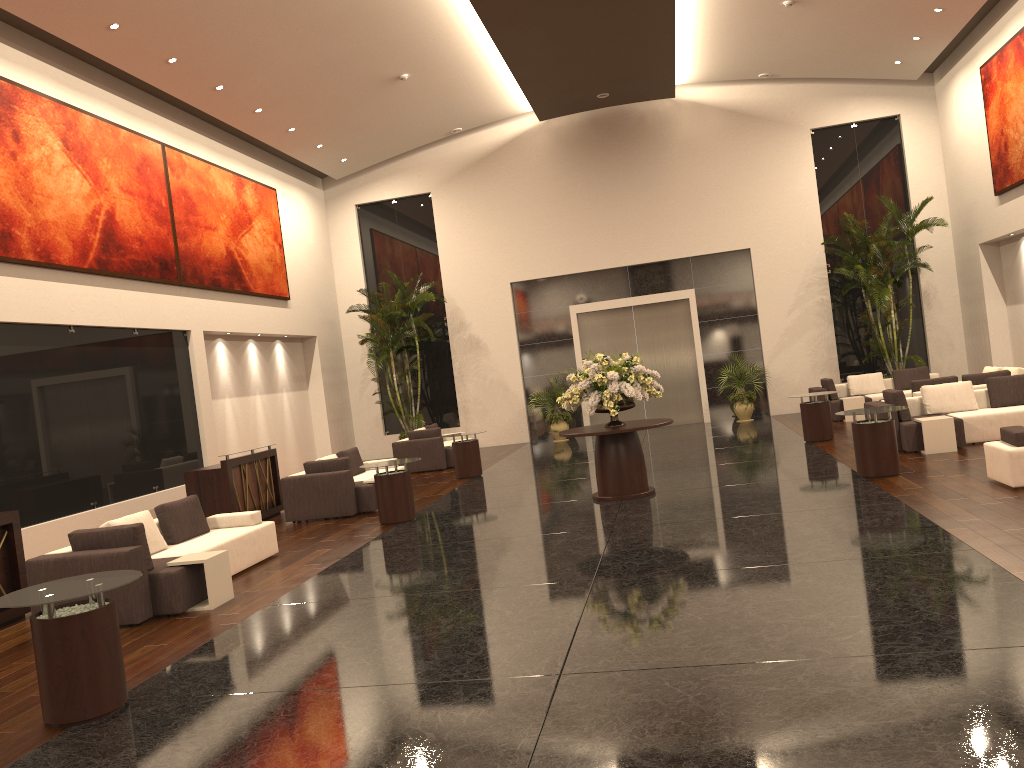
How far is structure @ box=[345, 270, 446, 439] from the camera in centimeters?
2085cm

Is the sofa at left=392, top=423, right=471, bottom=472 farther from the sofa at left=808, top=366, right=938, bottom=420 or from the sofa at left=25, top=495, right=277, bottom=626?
the sofa at left=808, top=366, right=938, bottom=420

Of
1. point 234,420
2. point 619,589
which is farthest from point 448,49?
point 619,589

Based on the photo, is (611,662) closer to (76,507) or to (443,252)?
(76,507)

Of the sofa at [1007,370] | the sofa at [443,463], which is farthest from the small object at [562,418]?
the sofa at [1007,370]

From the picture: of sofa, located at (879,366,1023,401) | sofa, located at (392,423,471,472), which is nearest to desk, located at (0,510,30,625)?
sofa, located at (392,423,471,472)

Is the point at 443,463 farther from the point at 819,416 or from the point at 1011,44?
the point at 1011,44

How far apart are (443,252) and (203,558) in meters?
15.3

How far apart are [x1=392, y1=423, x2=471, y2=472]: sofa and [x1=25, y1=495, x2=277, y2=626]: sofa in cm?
762

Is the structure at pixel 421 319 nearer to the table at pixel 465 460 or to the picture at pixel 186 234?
the picture at pixel 186 234
